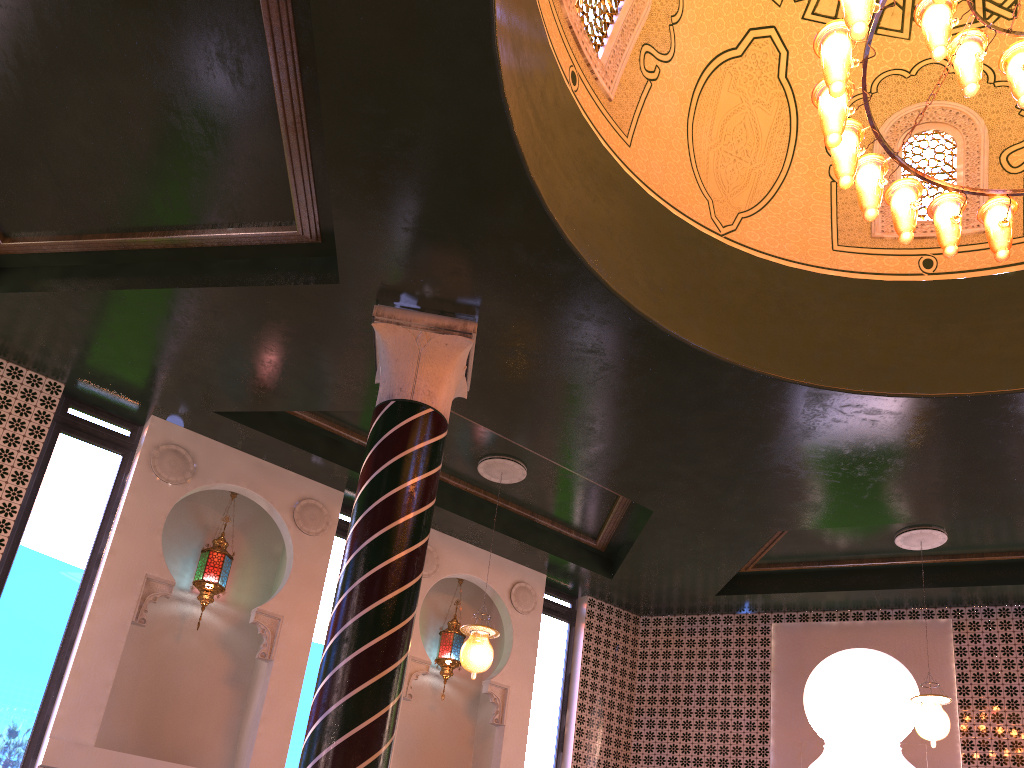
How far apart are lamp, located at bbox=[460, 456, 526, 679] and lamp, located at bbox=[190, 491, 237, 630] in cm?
243

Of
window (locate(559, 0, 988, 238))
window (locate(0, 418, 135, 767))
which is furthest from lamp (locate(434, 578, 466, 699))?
window (locate(559, 0, 988, 238))

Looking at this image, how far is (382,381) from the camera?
6.64m

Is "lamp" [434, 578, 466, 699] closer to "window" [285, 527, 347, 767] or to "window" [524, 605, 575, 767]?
"window" [524, 605, 575, 767]

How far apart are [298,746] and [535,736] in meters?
3.0 m

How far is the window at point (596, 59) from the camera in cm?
680

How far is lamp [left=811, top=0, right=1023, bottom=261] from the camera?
4.6m

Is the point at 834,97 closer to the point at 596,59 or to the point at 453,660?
the point at 596,59

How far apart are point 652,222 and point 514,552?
4.72m

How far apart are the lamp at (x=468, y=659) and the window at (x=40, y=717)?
3.4m
